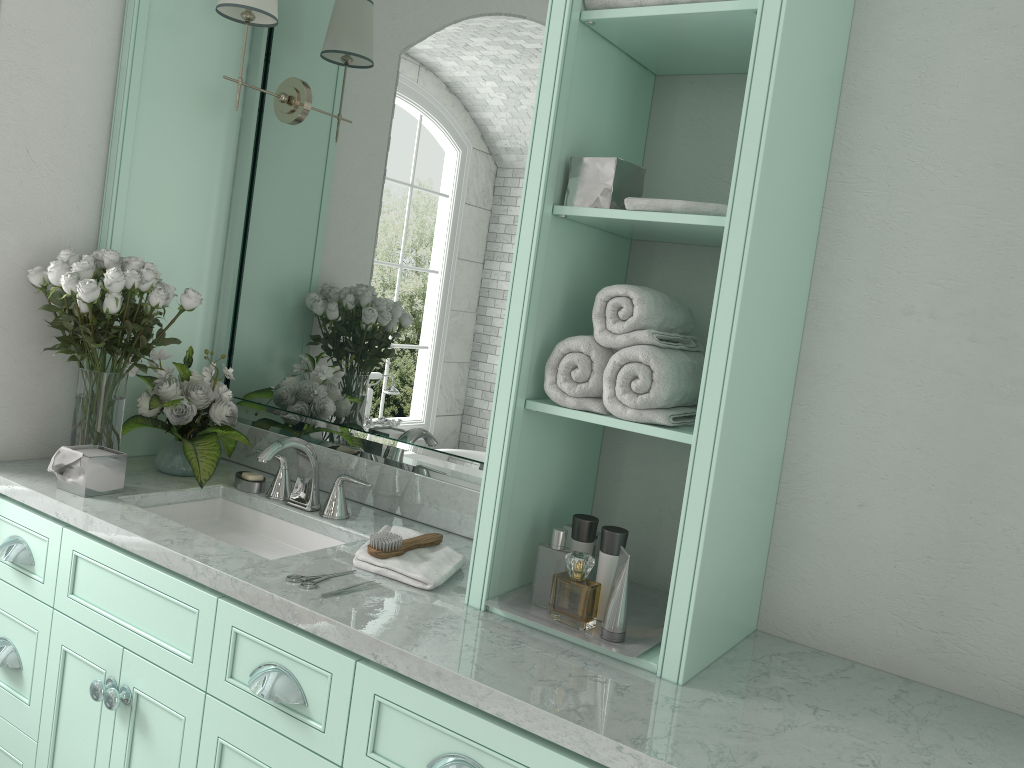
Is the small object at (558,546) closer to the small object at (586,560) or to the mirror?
the small object at (586,560)

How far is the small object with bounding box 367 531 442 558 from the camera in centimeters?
206cm

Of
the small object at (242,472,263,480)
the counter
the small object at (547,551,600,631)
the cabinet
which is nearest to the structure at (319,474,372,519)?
the counter

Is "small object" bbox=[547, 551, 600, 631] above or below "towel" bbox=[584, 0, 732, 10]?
below

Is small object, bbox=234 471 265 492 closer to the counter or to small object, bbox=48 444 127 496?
the counter

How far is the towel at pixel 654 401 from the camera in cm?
173

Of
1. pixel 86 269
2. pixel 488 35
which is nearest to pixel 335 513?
pixel 86 269

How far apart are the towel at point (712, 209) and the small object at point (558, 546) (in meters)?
0.69

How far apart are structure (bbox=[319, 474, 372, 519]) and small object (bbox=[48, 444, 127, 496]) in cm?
54

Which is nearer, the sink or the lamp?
the sink
